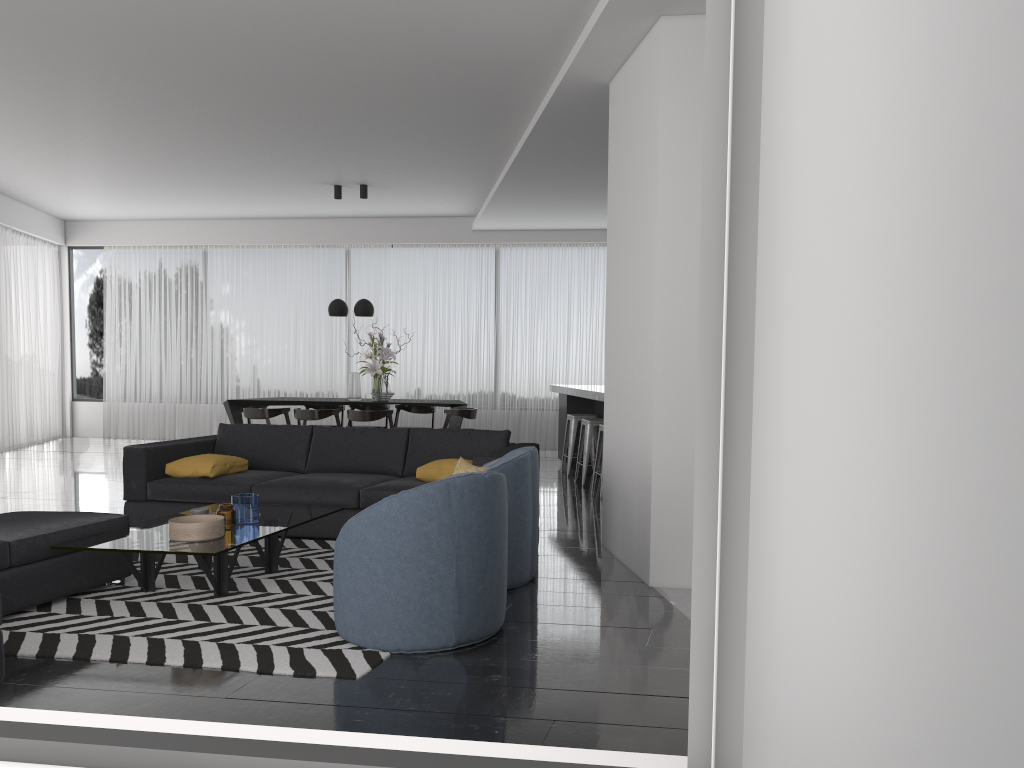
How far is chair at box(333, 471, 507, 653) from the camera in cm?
360

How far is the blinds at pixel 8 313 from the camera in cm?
1184

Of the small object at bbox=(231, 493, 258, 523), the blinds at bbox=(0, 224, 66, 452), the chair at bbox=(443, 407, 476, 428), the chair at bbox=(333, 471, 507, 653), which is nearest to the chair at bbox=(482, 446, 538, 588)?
the chair at bbox=(333, 471, 507, 653)

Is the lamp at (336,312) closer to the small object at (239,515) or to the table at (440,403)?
the table at (440,403)

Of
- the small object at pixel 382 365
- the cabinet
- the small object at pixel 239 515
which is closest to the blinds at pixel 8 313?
the small object at pixel 382 365

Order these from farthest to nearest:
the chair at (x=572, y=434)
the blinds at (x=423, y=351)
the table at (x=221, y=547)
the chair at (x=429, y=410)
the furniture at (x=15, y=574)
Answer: the blinds at (x=423, y=351), the chair at (x=429, y=410), the chair at (x=572, y=434), the table at (x=221, y=547), the furniture at (x=15, y=574)

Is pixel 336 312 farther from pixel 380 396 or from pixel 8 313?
pixel 8 313

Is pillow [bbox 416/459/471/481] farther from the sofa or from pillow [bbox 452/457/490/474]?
pillow [bbox 452/457/490/474]

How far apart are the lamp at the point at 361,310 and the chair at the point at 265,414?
1.41m

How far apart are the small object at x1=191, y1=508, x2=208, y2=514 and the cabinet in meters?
5.5 m
